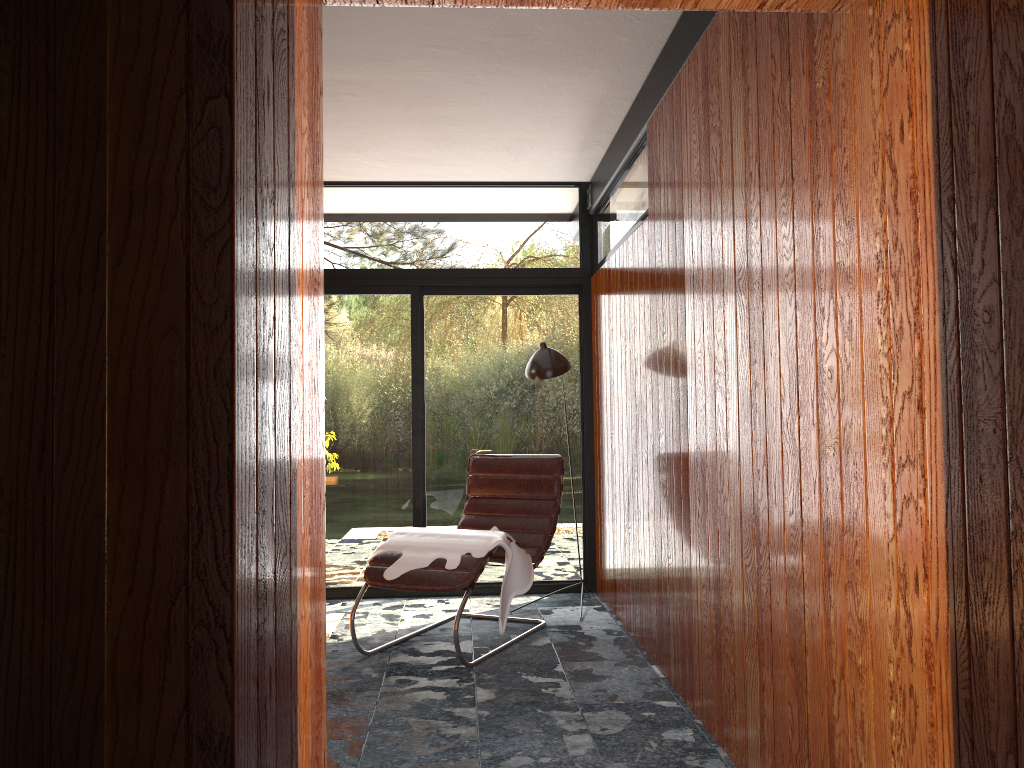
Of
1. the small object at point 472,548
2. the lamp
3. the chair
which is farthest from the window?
the small object at point 472,548

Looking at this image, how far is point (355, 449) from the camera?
5.5m

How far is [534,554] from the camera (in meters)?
4.57

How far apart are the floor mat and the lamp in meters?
1.7

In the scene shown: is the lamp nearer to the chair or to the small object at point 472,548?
the chair

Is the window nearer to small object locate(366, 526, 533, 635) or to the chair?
the chair

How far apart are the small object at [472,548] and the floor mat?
0.7m

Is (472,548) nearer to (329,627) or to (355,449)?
(329,627)

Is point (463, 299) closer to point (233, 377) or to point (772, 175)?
point (772, 175)

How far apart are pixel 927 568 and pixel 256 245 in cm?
128
